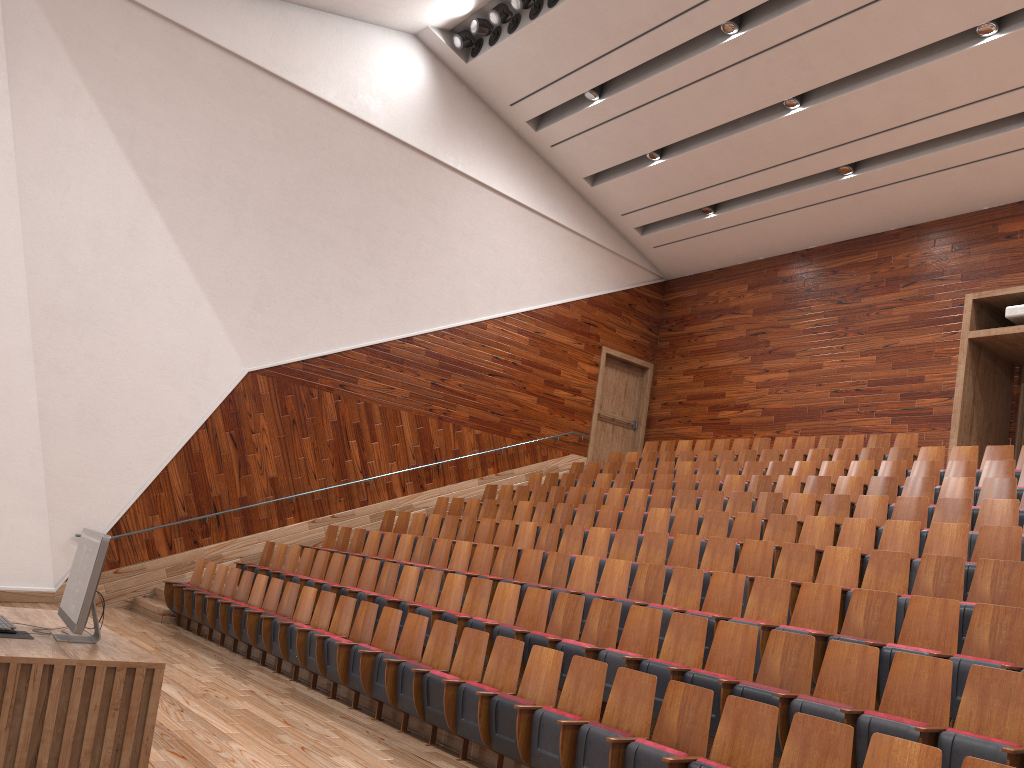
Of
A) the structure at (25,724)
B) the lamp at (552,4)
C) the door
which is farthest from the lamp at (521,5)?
the structure at (25,724)

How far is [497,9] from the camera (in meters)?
1.31

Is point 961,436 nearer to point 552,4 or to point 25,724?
point 552,4

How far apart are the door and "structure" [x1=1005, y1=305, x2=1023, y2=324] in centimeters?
73cm

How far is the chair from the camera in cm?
42

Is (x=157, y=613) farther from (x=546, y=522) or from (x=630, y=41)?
(x=630, y=41)

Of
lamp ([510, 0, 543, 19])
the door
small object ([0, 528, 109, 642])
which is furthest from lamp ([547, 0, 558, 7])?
small object ([0, 528, 109, 642])

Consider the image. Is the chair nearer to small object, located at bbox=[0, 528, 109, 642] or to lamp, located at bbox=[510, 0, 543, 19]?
small object, located at bbox=[0, 528, 109, 642]

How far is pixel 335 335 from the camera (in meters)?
1.34

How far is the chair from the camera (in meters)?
0.42
